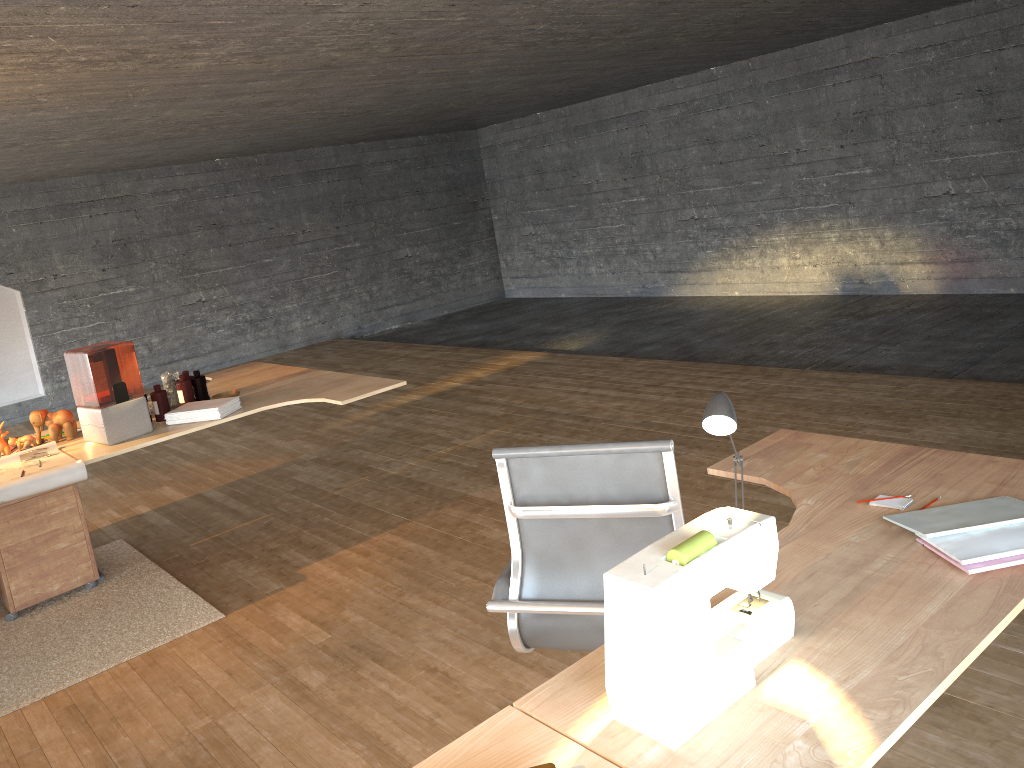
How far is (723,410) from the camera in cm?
176

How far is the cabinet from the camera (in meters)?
4.21

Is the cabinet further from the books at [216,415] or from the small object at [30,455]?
the books at [216,415]

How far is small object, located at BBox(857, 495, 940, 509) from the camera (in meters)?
2.10

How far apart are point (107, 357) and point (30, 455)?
0.64m

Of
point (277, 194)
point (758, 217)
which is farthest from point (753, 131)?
point (277, 194)

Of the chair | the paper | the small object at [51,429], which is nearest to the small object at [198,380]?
the small object at [51,429]

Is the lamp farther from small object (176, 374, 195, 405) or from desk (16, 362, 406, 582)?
small object (176, 374, 195, 405)

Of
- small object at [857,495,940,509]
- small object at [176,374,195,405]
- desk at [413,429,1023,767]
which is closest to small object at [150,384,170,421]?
small object at [176,374,195,405]

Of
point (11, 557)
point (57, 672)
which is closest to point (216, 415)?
point (11, 557)
